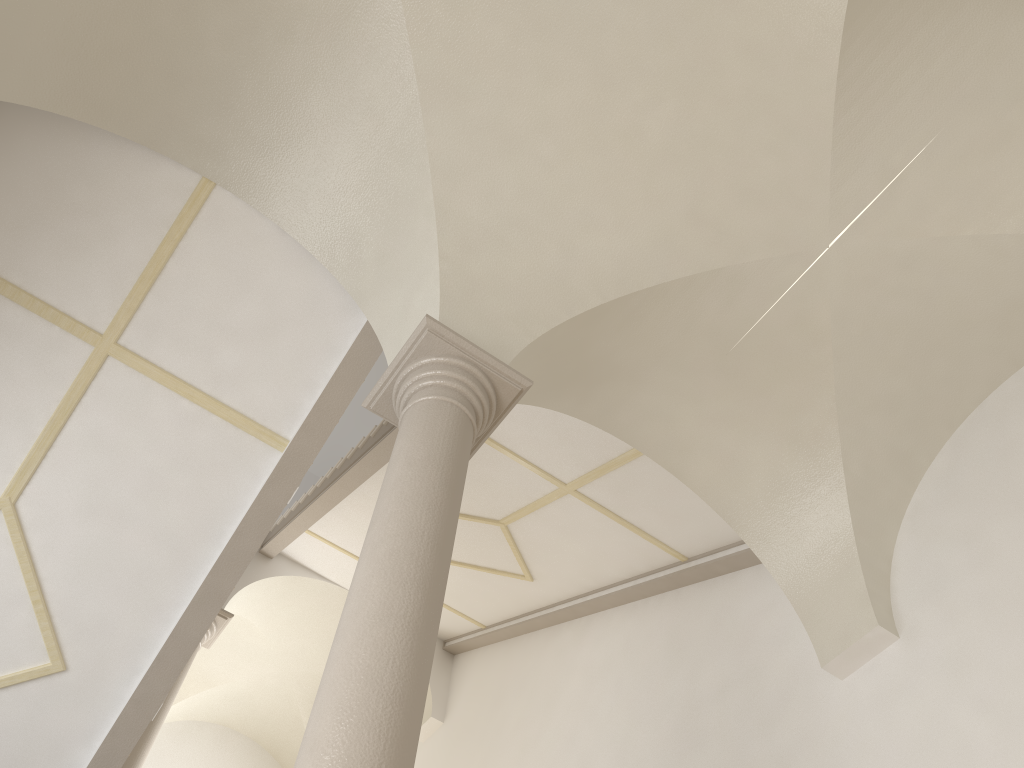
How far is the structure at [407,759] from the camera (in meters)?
2.83

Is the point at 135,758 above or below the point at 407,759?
above

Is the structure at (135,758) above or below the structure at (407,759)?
above

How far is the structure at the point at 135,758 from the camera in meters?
8.7 m

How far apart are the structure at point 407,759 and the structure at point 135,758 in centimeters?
592cm

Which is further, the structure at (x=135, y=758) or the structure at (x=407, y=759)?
the structure at (x=135, y=758)

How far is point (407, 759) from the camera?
2.8m

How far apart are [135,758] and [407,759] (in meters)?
7.24

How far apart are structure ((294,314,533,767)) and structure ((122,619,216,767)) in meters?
5.9
